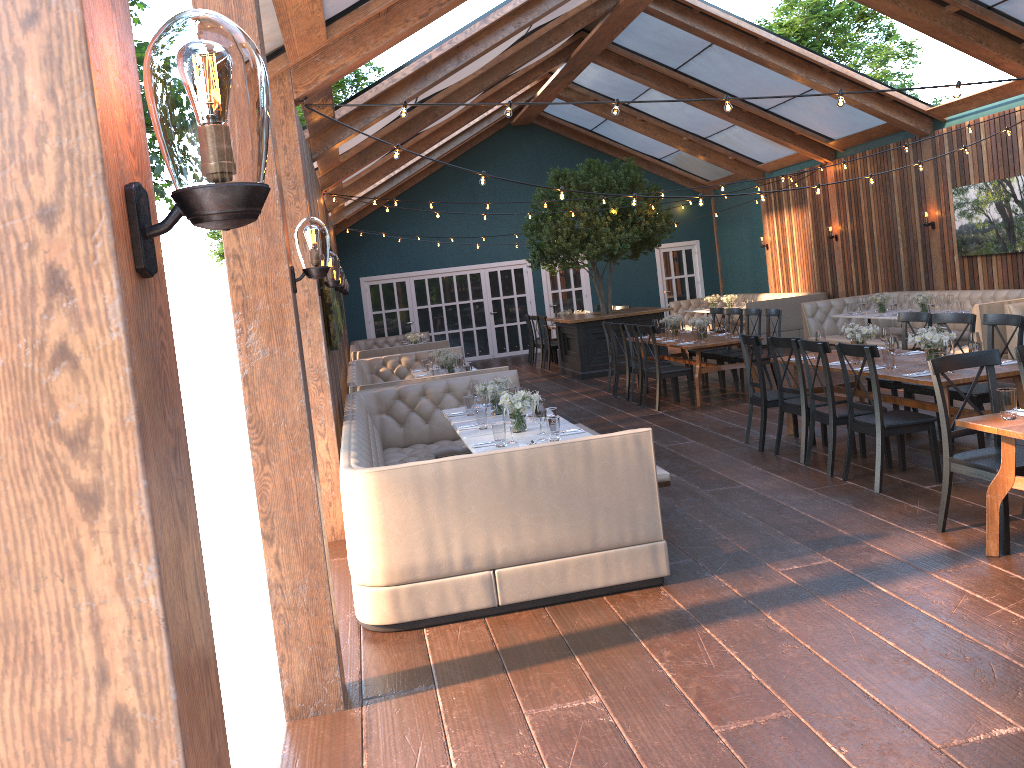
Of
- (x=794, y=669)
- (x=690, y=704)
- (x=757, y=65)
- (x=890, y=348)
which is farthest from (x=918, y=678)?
(x=757, y=65)

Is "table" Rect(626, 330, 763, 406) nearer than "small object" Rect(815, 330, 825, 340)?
No

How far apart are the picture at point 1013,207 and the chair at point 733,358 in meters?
3.6

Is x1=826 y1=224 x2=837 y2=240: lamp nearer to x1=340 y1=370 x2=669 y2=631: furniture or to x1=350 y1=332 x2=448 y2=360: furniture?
x1=350 y1=332 x2=448 y2=360: furniture

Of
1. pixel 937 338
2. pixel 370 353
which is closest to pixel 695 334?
pixel 937 338

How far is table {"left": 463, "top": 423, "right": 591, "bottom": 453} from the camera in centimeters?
Answer: 599cm

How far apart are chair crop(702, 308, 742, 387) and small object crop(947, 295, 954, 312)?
2.61m

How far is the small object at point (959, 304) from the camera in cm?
1120

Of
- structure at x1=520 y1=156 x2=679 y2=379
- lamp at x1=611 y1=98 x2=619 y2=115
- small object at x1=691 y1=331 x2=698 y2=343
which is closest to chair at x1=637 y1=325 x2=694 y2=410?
small object at x1=691 y1=331 x2=698 y2=343

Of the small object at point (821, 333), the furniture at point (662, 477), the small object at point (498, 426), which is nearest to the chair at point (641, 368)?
the small object at point (821, 333)
